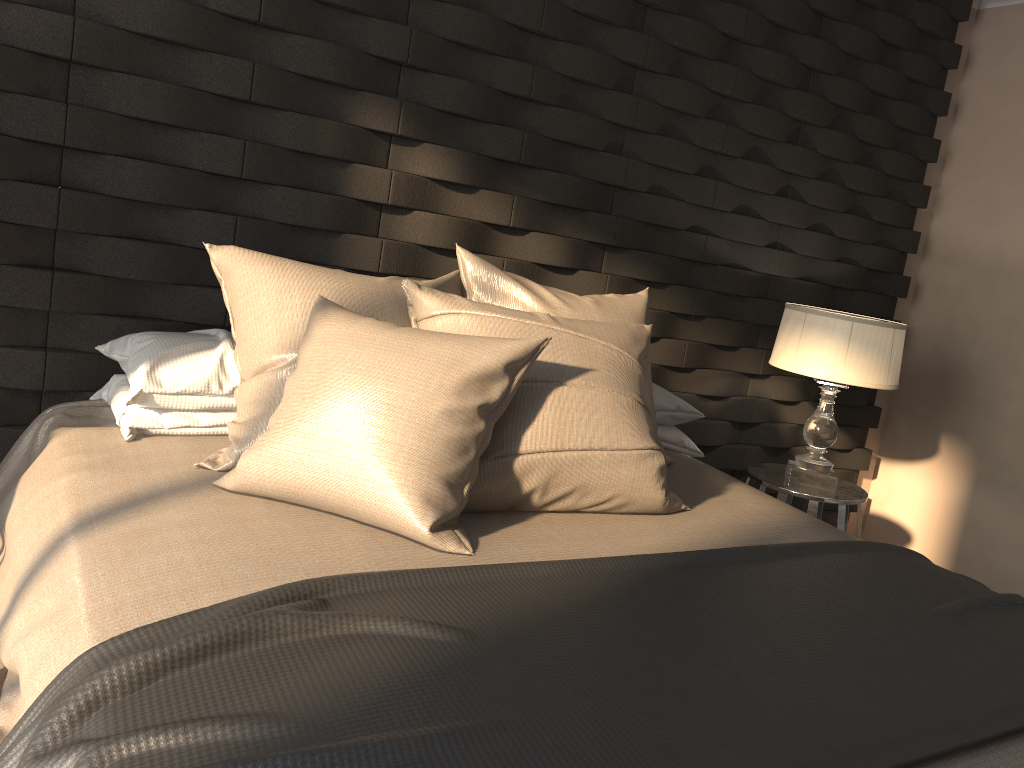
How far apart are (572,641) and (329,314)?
0.9 meters

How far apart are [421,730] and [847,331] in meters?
2.3

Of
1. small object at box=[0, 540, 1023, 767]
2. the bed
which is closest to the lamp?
the bed

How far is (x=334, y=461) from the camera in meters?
1.6

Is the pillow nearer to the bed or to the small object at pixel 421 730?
the bed

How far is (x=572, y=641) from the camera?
1.2m

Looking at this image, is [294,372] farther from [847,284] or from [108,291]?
[847,284]

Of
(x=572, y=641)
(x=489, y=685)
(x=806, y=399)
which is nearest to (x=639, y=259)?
(x=806, y=399)

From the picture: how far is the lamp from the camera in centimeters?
286cm

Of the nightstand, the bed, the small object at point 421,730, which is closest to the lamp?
the nightstand
